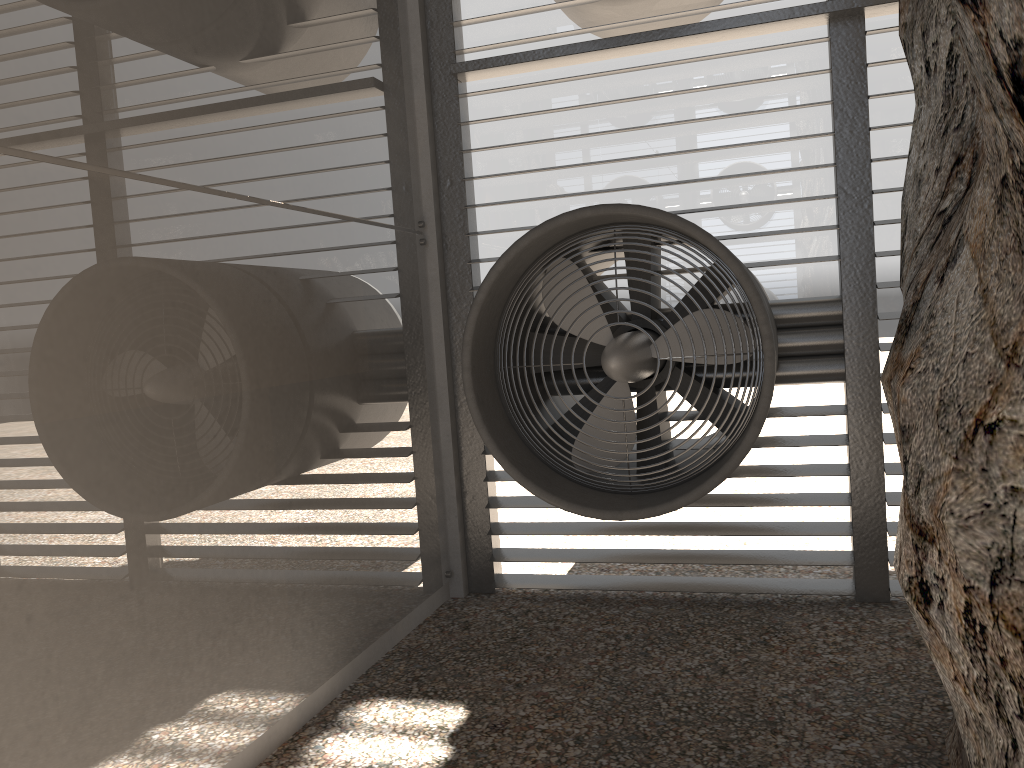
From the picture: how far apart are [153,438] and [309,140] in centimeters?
194cm

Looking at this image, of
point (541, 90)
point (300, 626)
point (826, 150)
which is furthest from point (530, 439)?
point (826, 150)
